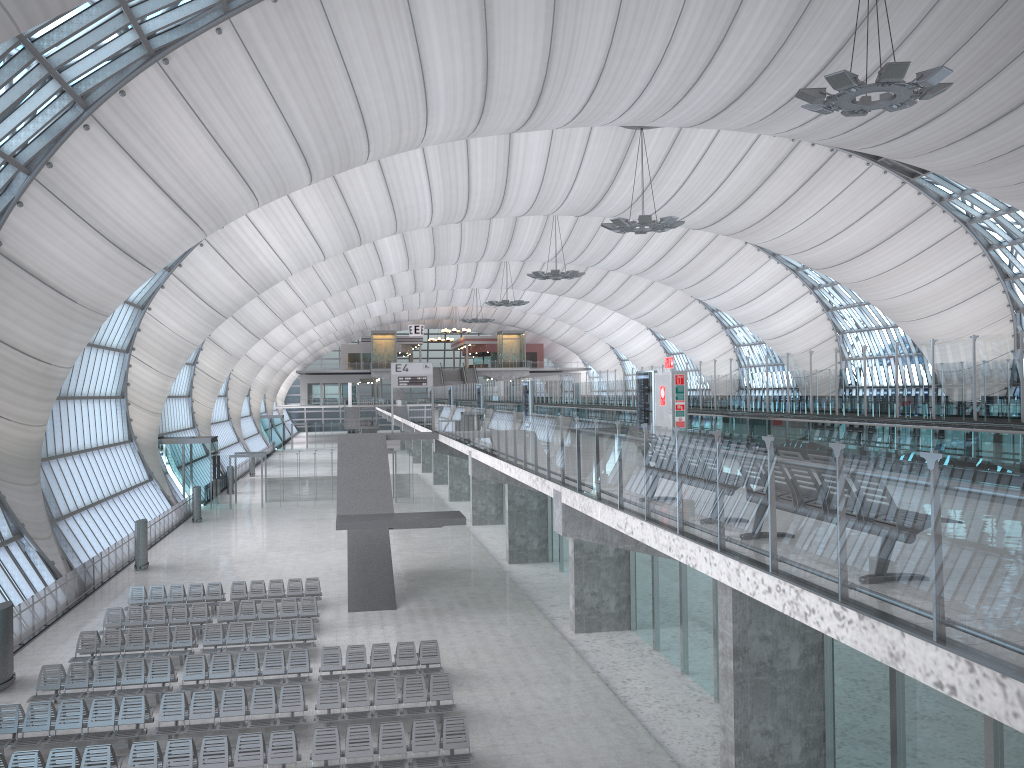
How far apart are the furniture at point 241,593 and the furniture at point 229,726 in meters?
9.0 m

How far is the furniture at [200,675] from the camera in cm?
1874

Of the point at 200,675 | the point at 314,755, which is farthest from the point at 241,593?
the point at 314,755

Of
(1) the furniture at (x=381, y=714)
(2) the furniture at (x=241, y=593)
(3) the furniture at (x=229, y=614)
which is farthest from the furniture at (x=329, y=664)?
(2) the furniture at (x=241, y=593)

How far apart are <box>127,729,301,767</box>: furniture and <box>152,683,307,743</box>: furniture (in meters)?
0.93

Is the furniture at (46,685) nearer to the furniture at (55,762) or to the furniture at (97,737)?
the furniture at (97,737)

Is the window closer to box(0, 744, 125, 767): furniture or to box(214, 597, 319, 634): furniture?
box(214, 597, 319, 634): furniture

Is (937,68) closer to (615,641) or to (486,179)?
(615,641)

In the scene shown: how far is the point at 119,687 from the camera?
19.6 meters

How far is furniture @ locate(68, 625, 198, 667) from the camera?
20.87m
